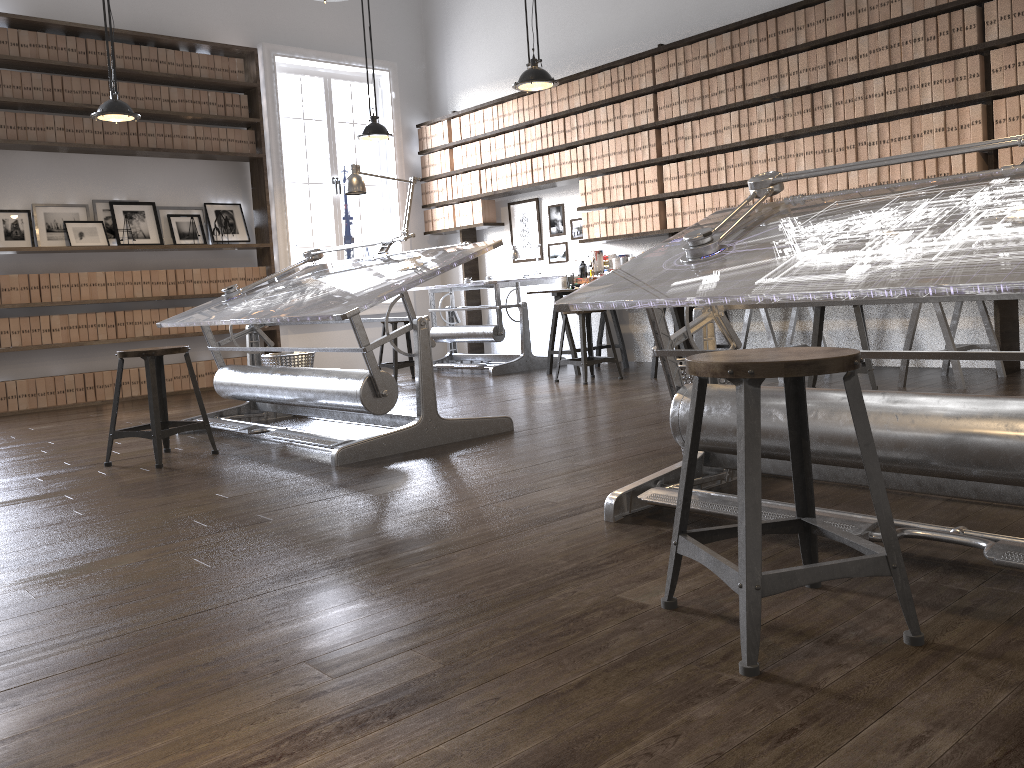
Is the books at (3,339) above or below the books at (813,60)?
below

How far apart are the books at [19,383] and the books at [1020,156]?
6.88m

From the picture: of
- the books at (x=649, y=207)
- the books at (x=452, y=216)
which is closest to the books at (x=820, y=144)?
the books at (x=649, y=207)

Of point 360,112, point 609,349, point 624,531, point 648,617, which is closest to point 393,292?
point 624,531

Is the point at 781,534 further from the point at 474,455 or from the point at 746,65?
the point at 746,65

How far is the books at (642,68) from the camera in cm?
671

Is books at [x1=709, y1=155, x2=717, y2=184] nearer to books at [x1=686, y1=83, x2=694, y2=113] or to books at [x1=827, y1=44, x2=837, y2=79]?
books at [x1=686, y1=83, x2=694, y2=113]

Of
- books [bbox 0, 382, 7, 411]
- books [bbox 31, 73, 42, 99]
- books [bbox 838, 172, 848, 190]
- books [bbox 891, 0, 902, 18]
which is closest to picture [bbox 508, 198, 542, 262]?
books [bbox 838, 172, 848, 190]

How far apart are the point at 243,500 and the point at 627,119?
4.86m

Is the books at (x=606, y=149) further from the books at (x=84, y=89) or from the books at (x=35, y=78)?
the books at (x=35, y=78)
